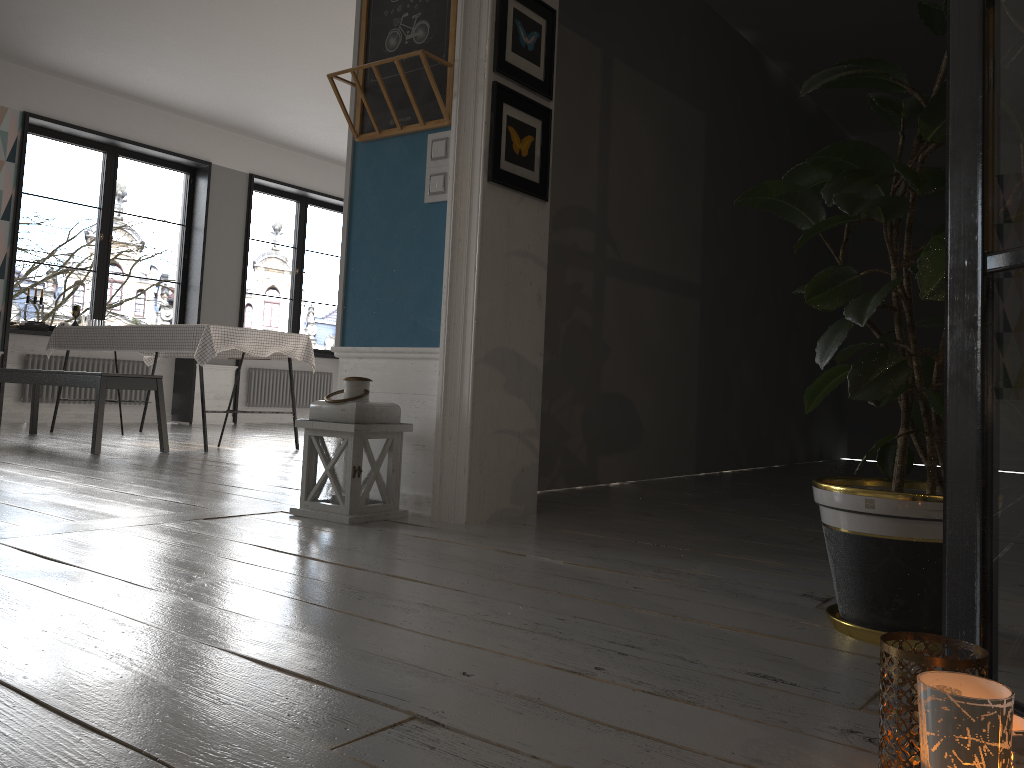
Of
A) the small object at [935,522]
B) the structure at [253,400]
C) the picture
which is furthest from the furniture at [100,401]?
the small object at [935,522]

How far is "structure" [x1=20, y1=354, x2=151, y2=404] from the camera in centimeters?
771cm

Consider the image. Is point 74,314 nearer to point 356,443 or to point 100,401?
point 100,401

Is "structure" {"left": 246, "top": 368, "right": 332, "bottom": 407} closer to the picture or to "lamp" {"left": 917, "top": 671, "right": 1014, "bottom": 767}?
the picture

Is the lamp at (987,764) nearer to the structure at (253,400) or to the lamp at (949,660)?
the lamp at (949,660)

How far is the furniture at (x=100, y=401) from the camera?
5.0m

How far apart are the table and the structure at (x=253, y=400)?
2.36m

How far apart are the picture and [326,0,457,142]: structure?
0.2m

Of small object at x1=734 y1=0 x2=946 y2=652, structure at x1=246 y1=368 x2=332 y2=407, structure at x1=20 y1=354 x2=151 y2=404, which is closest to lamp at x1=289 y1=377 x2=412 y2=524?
small object at x1=734 y1=0 x2=946 y2=652

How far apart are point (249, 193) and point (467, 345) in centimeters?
691cm
